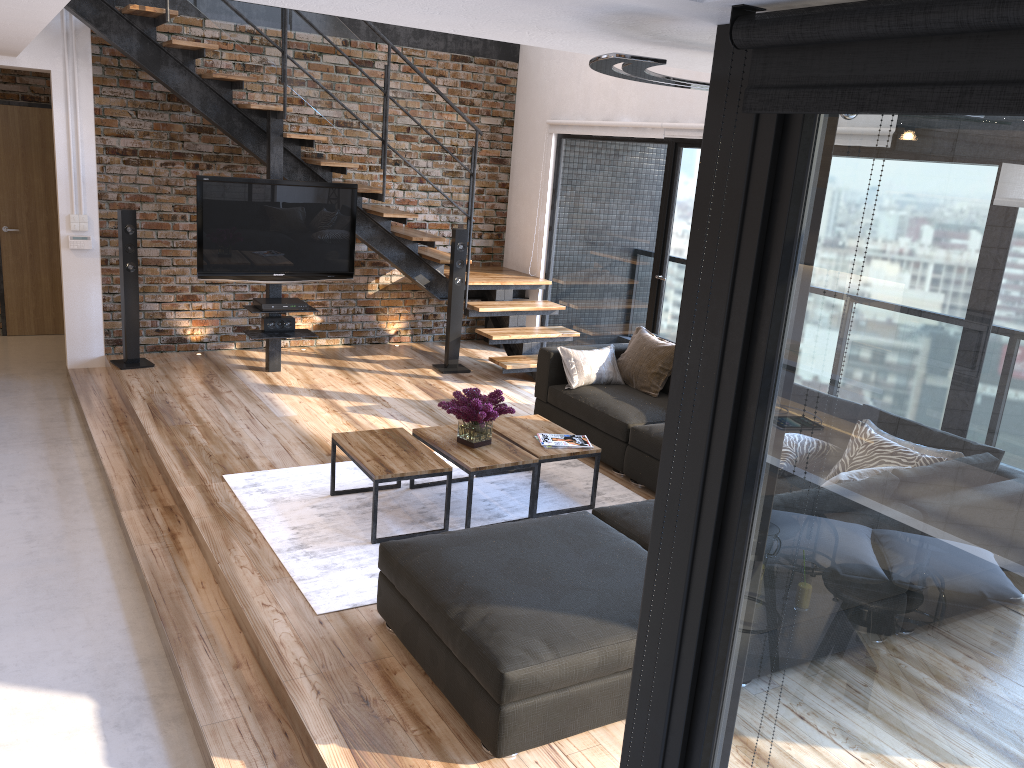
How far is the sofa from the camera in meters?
2.8

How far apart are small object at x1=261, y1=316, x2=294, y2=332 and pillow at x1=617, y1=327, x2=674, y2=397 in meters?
2.6 m

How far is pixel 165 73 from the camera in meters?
6.5 m

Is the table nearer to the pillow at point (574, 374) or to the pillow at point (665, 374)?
the pillow at point (574, 374)

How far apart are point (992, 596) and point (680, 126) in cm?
591

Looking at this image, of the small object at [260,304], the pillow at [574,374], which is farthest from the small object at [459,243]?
the pillow at [574,374]

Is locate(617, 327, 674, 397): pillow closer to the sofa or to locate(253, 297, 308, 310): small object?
the sofa

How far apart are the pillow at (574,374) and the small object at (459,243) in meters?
1.7 m

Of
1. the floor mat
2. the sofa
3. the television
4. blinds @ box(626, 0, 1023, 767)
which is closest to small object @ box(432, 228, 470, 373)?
the television

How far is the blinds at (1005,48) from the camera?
0.8m
